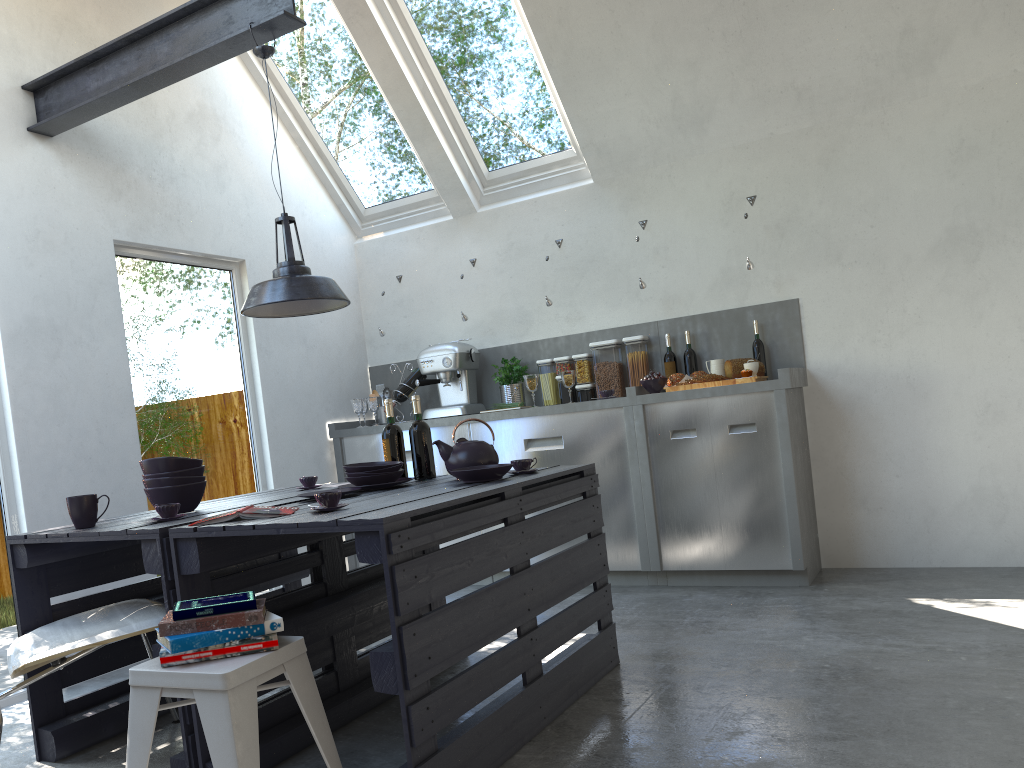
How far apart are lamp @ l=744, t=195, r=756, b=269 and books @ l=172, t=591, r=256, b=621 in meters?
3.5 m

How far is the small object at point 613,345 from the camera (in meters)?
5.31

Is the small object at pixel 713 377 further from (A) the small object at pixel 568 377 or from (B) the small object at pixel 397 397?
(B) the small object at pixel 397 397

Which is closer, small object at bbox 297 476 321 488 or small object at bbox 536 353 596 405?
small object at bbox 297 476 321 488

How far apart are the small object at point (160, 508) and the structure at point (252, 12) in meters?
1.8 m

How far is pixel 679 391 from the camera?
4.7m

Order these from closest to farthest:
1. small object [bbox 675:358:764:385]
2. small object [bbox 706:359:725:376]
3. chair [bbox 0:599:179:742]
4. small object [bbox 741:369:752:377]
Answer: chair [bbox 0:599:179:742] → small object [bbox 741:369:752:377] → small object [bbox 675:358:764:385] → small object [bbox 706:359:725:376]

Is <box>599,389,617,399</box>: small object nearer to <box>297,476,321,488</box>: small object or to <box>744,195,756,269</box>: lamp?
<box>744,195,756,269</box>: lamp

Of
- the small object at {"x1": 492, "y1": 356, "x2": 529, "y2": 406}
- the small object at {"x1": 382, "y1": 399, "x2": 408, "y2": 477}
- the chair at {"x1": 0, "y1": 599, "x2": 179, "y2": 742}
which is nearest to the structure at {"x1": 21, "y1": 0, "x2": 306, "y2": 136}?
the small object at {"x1": 382, "y1": 399, "x2": 408, "y2": 477}

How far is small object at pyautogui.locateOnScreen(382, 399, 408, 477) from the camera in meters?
3.6
